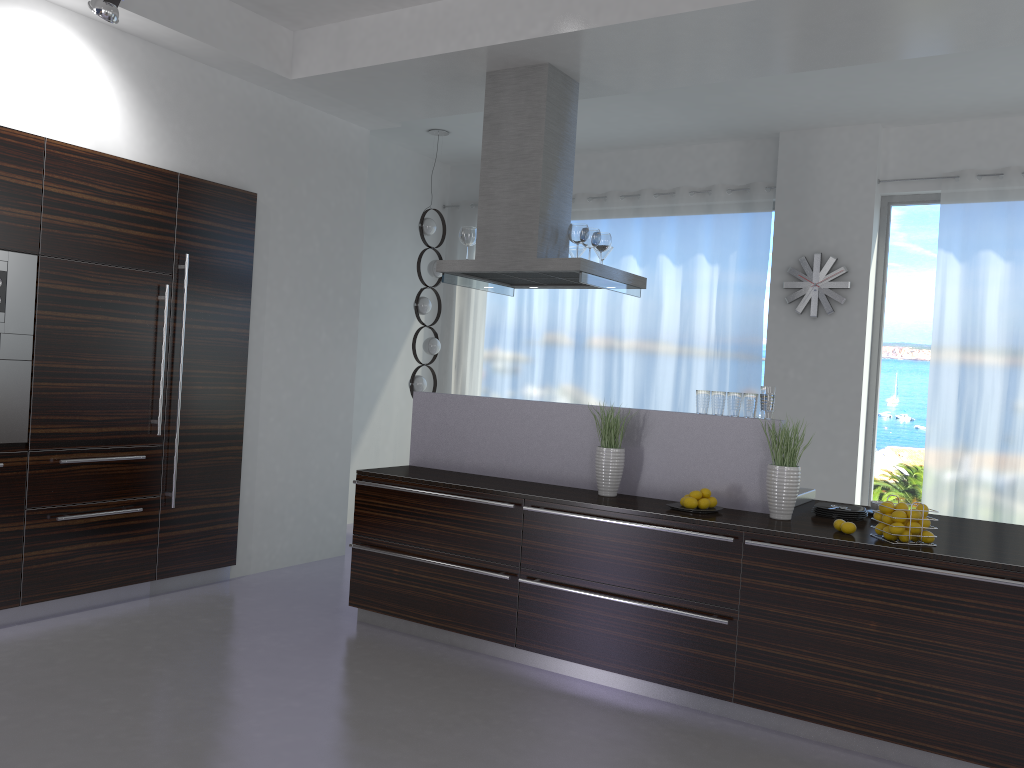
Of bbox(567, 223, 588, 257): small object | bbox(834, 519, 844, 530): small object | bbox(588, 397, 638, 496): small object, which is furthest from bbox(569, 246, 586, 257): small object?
bbox(834, 519, 844, 530): small object

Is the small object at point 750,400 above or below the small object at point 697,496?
above

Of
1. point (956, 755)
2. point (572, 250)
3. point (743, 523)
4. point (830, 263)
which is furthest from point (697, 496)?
point (830, 263)

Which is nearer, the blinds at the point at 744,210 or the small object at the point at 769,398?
the small object at the point at 769,398

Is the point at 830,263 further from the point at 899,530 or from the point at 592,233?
the point at 899,530

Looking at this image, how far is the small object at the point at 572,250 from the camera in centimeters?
564cm

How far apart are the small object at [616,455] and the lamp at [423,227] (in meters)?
3.27

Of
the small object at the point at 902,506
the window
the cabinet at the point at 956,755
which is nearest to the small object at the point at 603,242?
the cabinet at the point at 956,755

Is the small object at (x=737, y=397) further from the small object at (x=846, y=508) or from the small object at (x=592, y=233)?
the small object at (x=592, y=233)

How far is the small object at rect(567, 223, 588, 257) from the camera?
5.0m
